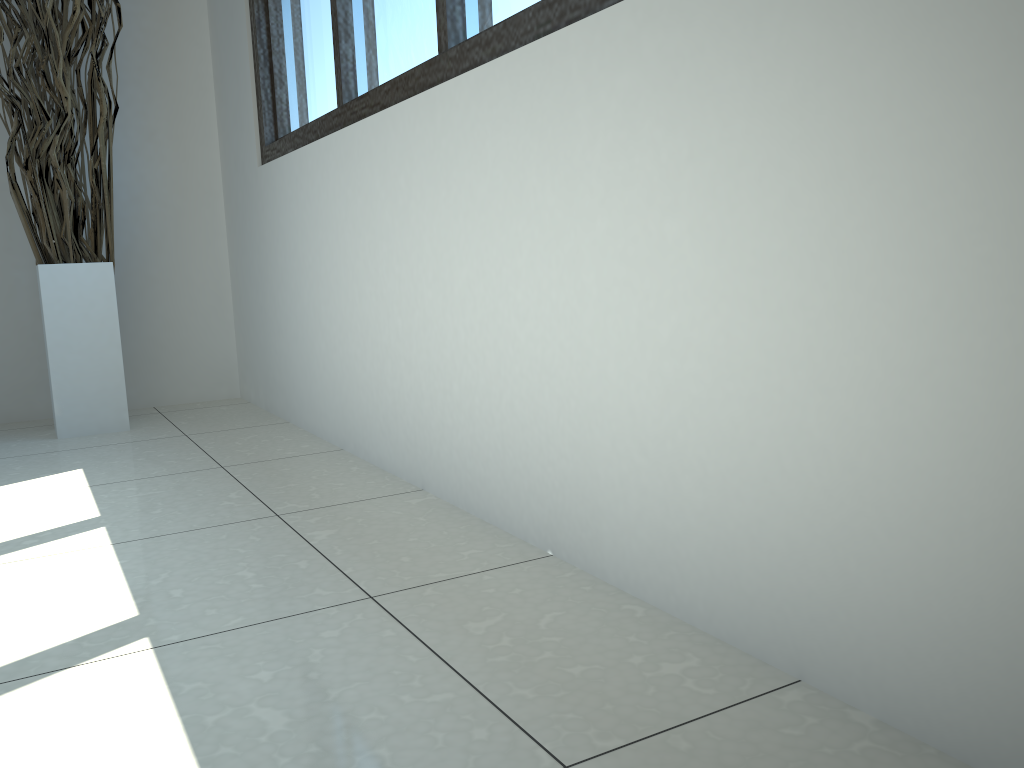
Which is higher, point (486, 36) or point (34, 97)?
point (34, 97)

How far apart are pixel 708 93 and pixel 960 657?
0.62m

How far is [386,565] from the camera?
1.37m

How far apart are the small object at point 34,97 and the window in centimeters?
41cm

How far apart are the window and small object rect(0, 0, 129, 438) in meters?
0.4 m

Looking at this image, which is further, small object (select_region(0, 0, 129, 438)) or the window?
small object (select_region(0, 0, 129, 438))

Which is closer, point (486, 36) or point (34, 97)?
point (486, 36)

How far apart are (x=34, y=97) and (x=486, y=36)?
1.73m

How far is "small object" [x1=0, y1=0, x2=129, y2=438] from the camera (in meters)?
2.52

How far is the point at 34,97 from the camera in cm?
252
